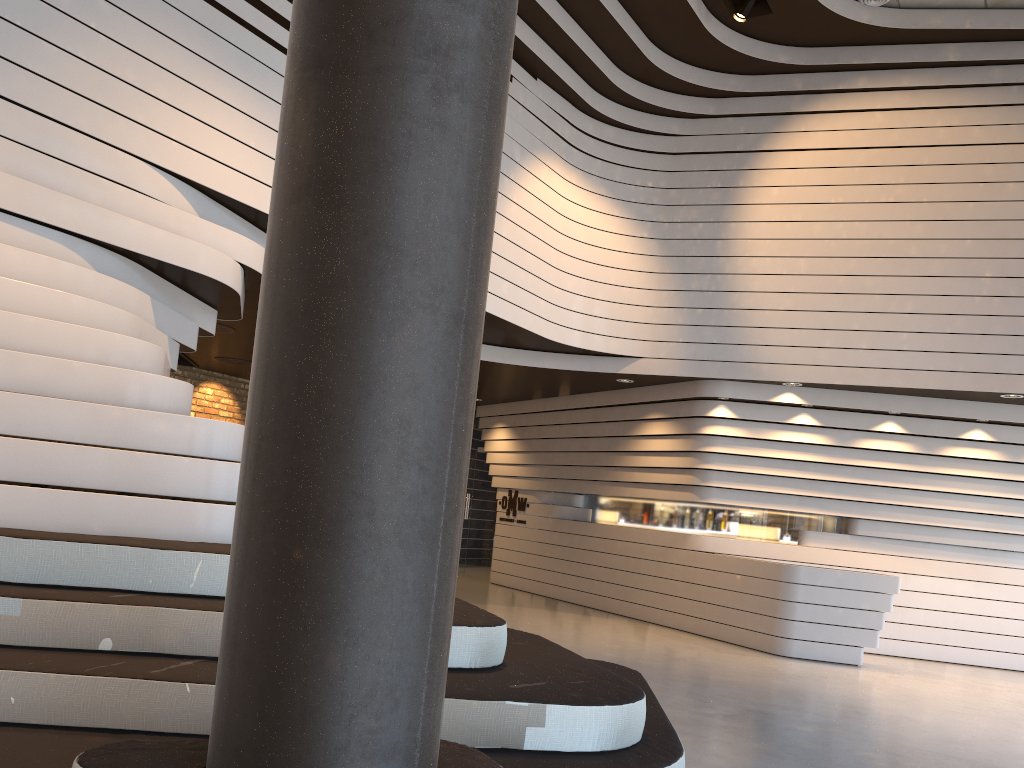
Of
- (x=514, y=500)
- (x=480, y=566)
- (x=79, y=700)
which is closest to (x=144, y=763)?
(x=79, y=700)

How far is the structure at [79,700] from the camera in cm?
261

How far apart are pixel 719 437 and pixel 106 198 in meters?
6.6

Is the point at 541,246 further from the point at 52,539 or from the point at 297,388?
the point at 297,388

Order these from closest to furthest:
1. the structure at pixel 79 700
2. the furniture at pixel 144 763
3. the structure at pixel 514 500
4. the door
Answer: the furniture at pixel 144 763
the structure at pixel 79 700
the structure at pixel 514 500
the door

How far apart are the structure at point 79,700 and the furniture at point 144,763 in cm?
106

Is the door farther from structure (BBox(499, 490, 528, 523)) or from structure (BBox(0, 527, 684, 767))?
structure (BBox(0, 527, 684, 767))

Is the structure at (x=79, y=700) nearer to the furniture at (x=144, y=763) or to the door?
the furniture at (x=144, y=763)

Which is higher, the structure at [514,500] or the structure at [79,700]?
the structure at [514,500]

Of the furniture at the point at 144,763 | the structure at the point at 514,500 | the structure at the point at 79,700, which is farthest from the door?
the furniture at the point at 144,763
